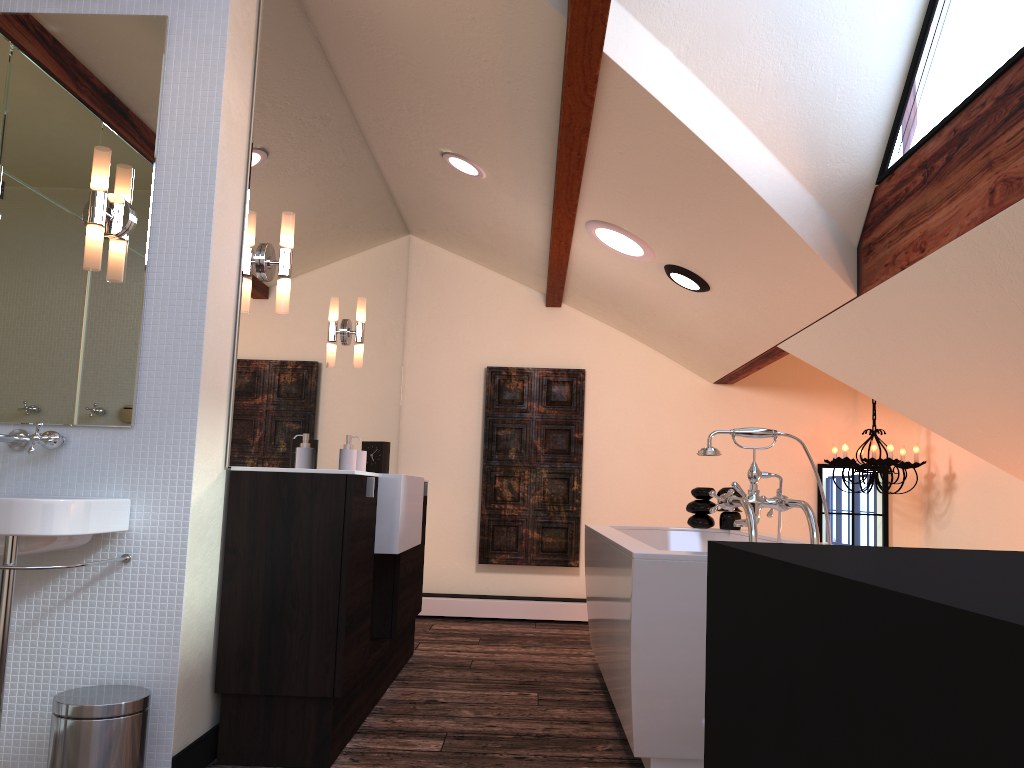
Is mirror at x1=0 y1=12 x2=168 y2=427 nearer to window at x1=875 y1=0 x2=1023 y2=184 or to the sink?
the sink

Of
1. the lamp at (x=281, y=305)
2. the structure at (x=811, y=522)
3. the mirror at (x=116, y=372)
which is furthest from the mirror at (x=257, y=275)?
the structure at (x=811, y=522)

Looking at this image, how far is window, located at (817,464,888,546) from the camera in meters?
5.7 m

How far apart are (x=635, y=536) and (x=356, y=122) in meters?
2.4 m

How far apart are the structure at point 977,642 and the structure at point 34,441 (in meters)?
2.03

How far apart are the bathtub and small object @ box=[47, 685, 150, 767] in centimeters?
121cm

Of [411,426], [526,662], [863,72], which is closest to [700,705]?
[526,662]

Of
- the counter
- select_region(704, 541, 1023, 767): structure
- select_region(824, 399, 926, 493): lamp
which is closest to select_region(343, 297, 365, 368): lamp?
the counter

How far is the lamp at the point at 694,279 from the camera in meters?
4.0 m

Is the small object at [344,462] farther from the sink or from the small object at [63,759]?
the small object at [63,759]
